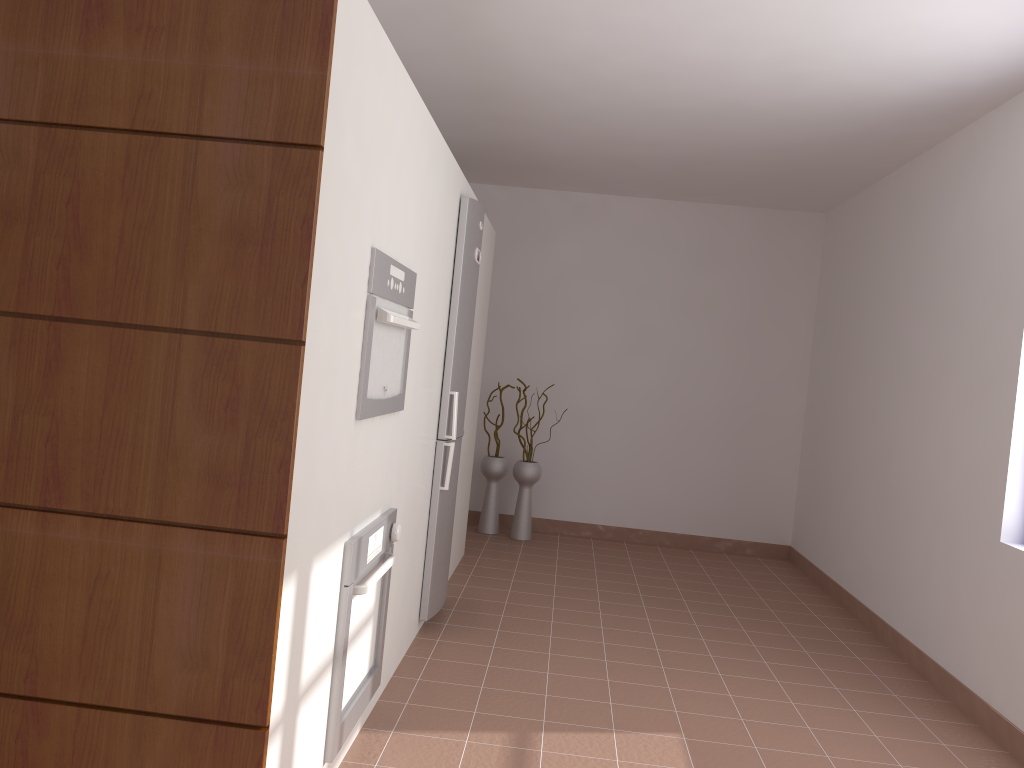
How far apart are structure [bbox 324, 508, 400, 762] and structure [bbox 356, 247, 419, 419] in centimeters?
33cm

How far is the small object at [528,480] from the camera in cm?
609

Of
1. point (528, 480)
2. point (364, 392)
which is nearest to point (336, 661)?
A: point (364, 392)

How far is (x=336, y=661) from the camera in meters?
2.4 m

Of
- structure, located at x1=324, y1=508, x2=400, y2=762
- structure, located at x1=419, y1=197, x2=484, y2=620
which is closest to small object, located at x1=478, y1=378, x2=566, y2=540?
structure, located at x1=419, y1=197, x2=484, y2=620

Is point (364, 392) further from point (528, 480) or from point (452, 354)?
point (528, 480)

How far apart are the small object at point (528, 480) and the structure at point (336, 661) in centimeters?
322cm

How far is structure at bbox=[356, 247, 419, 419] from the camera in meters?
2.4

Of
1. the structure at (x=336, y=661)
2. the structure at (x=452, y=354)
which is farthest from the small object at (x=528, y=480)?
the structure at (x=336, y=661)

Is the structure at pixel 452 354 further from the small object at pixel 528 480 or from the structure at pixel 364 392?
the small object at pixel 528 480
